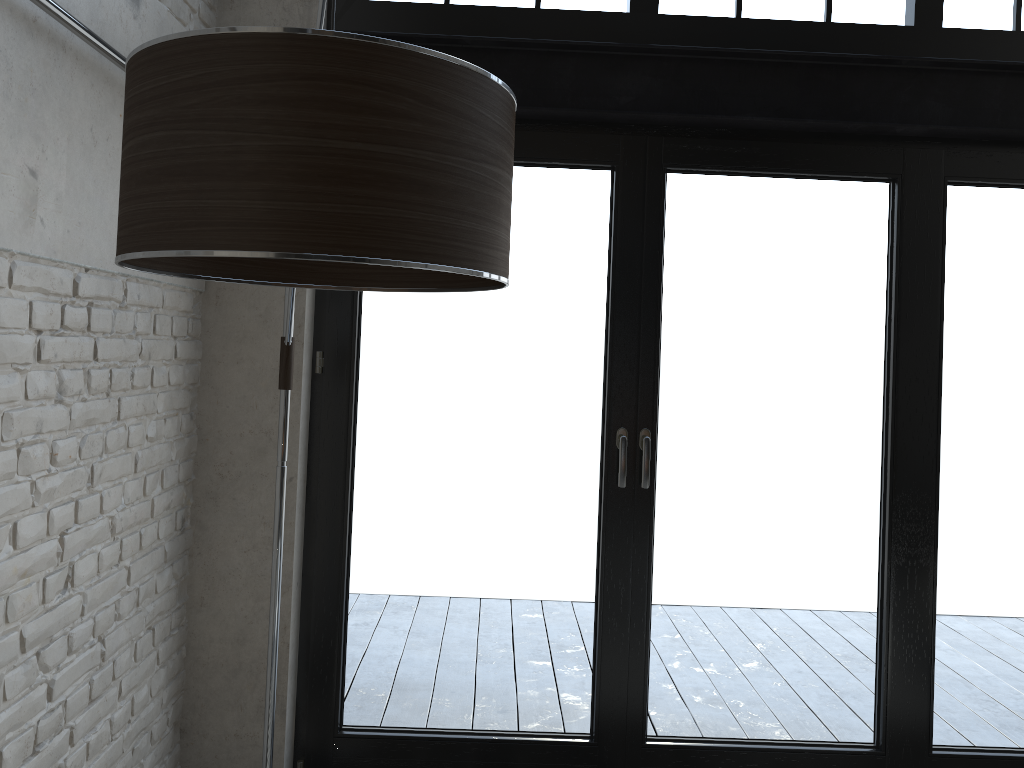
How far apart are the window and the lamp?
0.5 meters

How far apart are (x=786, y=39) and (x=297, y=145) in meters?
2.6

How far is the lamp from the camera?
1.02m

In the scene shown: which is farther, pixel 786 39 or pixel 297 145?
pixel 786 39

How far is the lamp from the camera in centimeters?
102cm

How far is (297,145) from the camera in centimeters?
102cm

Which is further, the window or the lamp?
the window

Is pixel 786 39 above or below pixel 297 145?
above

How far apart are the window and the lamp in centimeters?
48cm
